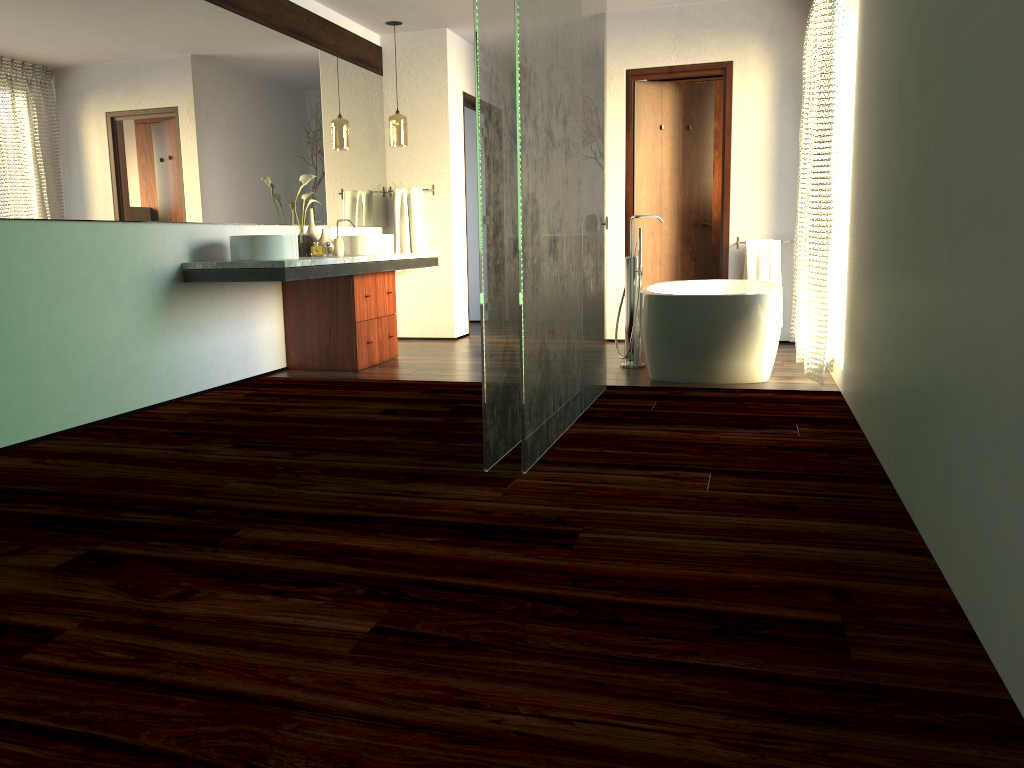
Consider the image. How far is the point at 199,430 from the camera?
3.7 meters

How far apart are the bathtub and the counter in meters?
Result: 1.6

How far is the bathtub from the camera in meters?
4.4 m

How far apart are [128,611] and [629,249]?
5.2 meters

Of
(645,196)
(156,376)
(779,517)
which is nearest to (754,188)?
(645,196)

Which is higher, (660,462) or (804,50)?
(804,50)

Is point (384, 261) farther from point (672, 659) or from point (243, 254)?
point (672, 659)

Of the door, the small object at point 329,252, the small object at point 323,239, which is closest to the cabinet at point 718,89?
the door

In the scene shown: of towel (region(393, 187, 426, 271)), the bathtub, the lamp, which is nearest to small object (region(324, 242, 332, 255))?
towel (region(393, 187, 426, 271))

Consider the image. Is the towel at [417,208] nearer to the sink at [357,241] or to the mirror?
the mirror
